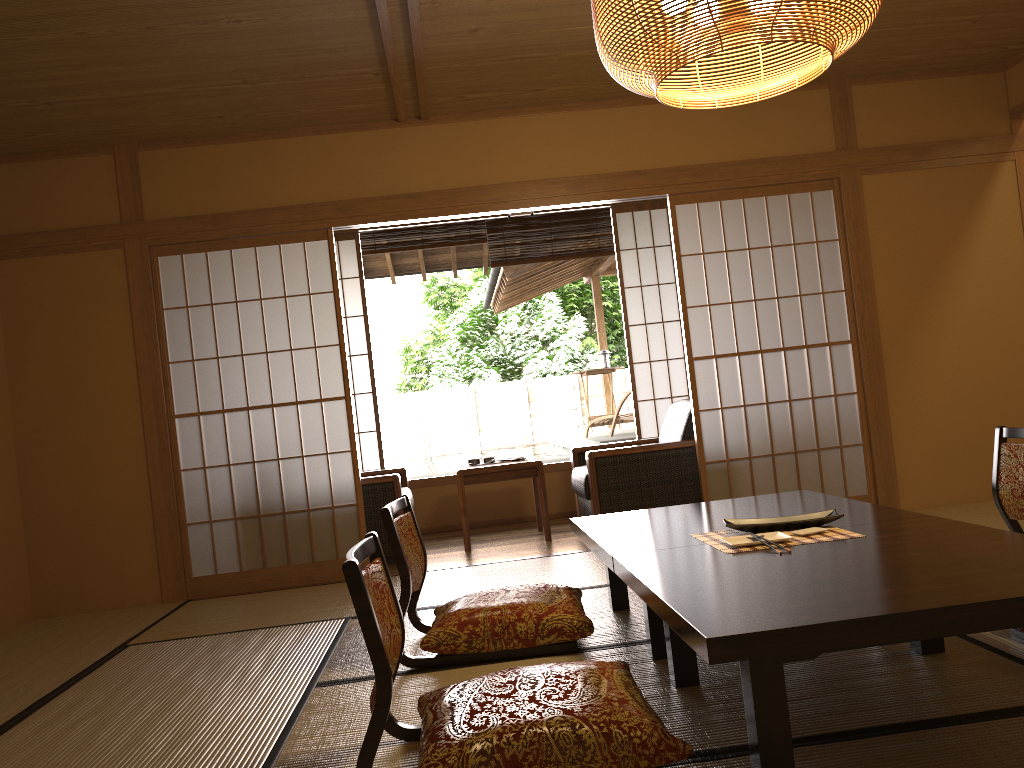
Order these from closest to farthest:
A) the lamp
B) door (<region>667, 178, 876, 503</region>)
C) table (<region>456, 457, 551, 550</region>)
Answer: the lamp
door (<region>667, 178, 876, 503</region>)
table (<region>456, 457, 551, 550</region>)

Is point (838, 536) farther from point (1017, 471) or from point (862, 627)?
point (1017, 471)

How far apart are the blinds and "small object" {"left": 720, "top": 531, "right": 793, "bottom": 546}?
4.4 meters

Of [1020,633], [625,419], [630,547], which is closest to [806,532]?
[630,547]

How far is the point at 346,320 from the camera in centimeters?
657cm

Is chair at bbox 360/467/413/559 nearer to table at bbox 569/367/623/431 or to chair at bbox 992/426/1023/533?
chair at bbox 992/426/1023/533

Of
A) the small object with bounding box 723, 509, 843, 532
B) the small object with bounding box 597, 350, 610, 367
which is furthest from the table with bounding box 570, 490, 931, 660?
the small object with bounding box 597, 350, 610, 367

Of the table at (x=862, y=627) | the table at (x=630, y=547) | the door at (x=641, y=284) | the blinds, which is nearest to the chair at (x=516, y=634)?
the table at (x=630, y=547)

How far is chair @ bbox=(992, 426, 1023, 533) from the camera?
3.4m

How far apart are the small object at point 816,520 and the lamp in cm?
130
